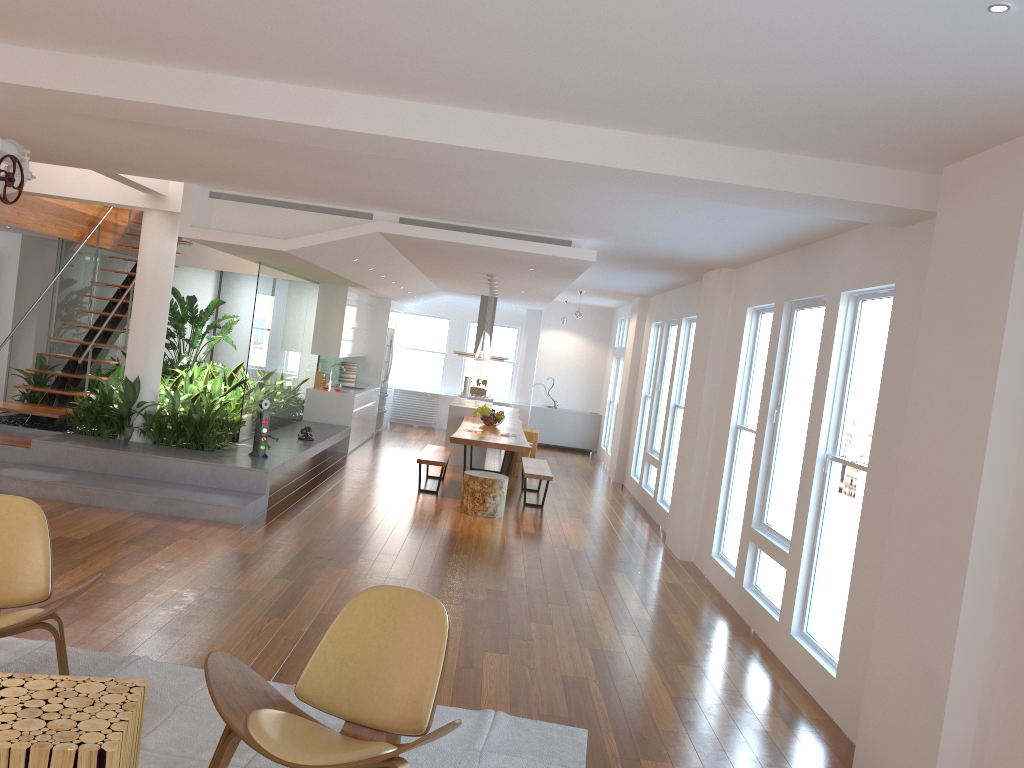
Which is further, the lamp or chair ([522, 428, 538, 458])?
chair ([522, 428, 538, 458])

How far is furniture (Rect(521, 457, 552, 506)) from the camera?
9.8 meters

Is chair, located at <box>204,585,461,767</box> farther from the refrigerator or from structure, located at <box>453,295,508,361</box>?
the refrigerator

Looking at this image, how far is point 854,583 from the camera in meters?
4.7

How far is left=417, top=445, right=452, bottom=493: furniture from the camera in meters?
9.8 m

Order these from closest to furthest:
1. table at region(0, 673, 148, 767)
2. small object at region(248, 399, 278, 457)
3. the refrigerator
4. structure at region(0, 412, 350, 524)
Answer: table at region(0, 673, 148, 767)
structure at region(0, 412, 350, 524)
small object at region(248, 399, 278, 457)
the refrigerator

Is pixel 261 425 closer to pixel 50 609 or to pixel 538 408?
pixel 50 609

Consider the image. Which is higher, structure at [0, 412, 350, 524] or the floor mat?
structure at [0, 412, 350, 524]

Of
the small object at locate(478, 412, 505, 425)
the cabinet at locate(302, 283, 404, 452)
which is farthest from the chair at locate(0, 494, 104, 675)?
the cabinet at locate(302, 283, 404, 452)

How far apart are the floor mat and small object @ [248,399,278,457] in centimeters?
418cm
